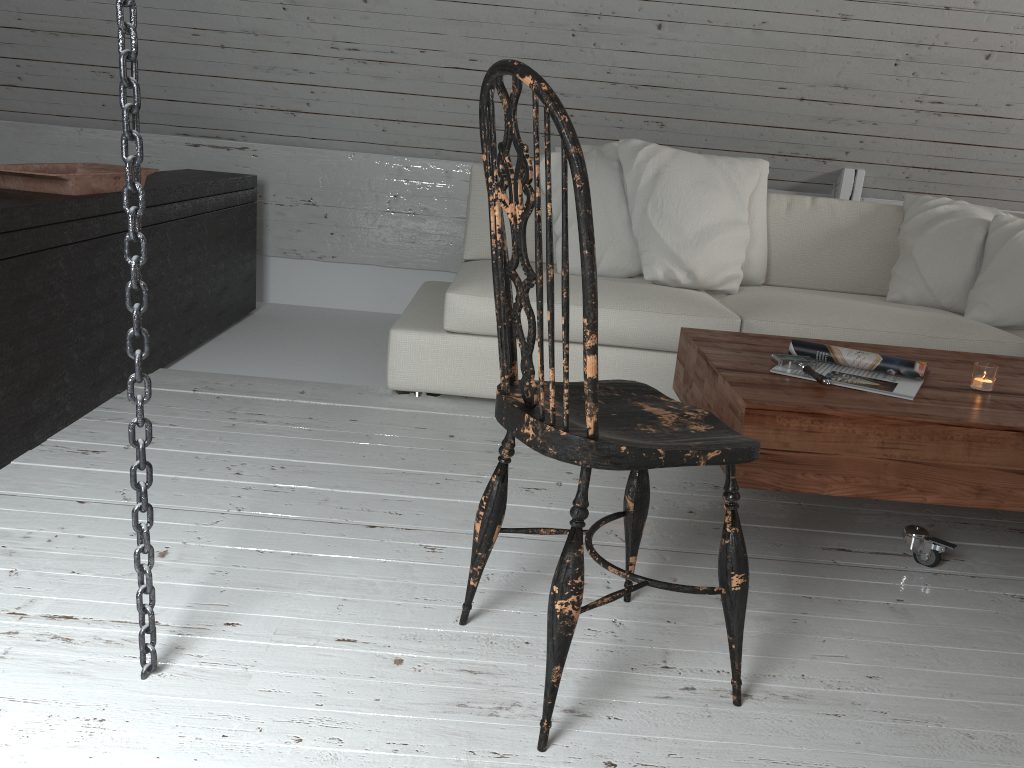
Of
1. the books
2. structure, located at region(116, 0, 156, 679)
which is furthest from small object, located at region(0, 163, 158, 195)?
the books

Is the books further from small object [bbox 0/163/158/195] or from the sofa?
small object [bbox 0/163/158/195]

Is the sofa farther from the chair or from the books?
the chair

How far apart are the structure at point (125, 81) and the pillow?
2.0m

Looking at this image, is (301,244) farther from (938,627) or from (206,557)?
(938,627)

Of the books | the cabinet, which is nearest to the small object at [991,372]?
the books

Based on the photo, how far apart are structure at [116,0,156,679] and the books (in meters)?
1.37

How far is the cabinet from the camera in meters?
2.0

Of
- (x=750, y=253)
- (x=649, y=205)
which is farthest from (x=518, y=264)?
(x=750, y=253)

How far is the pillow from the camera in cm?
295
